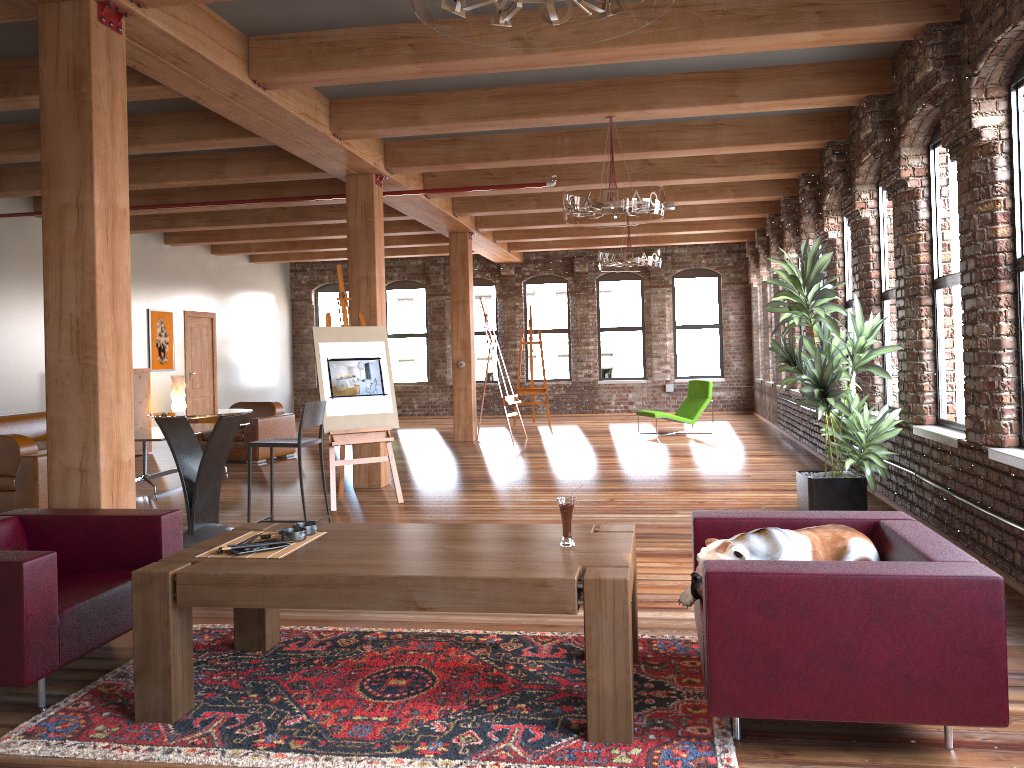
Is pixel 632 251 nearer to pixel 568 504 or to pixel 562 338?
pixel 562 338

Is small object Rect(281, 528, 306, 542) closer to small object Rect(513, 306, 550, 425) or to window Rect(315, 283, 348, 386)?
small object Rect(513, 306, 550, 425)

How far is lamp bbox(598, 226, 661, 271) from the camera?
10.8 meters

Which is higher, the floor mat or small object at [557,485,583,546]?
small object at [557,485,583,546]

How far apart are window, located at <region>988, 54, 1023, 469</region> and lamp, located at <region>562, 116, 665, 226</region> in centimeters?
245cm

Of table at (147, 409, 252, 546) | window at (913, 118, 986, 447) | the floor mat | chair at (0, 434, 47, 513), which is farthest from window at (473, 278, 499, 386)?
the floor mat

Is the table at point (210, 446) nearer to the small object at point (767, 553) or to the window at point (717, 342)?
the small object at point (767, 553)

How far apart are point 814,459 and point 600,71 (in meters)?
5.41

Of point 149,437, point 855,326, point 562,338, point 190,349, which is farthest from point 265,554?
point 562,338

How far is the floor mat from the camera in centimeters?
287cm
